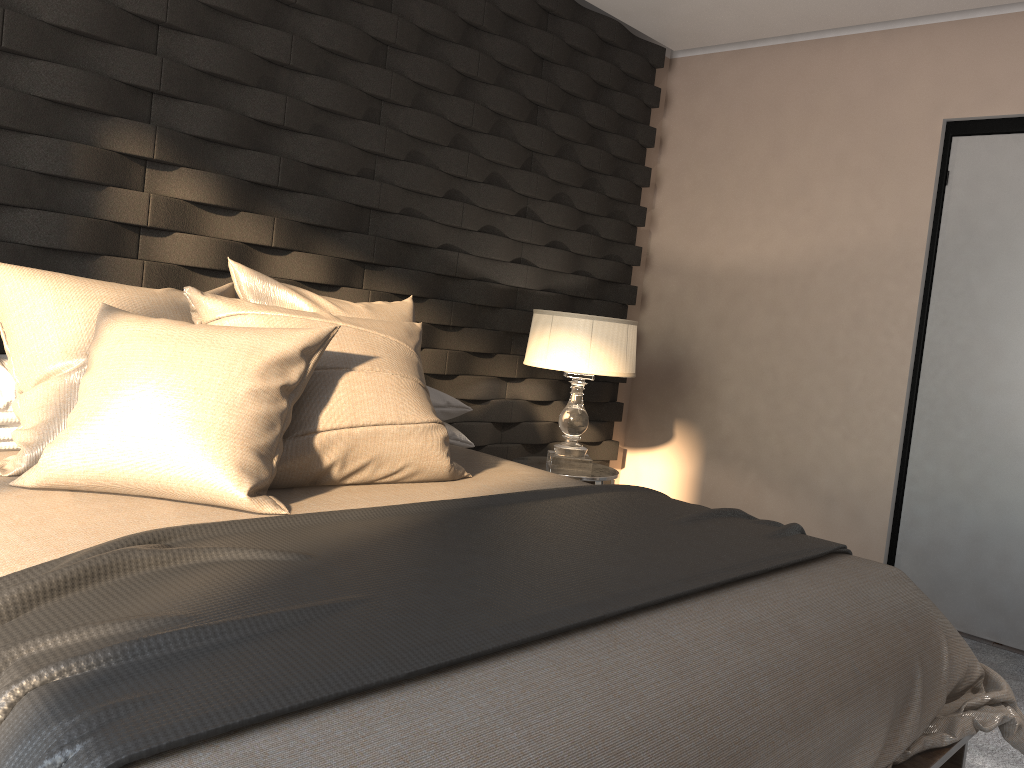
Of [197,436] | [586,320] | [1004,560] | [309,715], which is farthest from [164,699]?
[1004,560]

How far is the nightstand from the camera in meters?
3.5

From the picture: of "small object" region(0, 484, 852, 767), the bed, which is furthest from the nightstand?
"small object" region(0, 484, 852, 767)

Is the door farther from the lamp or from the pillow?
the pillow

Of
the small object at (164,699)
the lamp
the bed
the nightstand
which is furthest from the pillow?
the nightstand

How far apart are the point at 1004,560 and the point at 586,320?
1.8m

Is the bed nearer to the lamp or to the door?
the lamp

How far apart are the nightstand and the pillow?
1.03m

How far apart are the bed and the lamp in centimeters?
74cm

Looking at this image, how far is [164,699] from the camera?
1.0 meters
